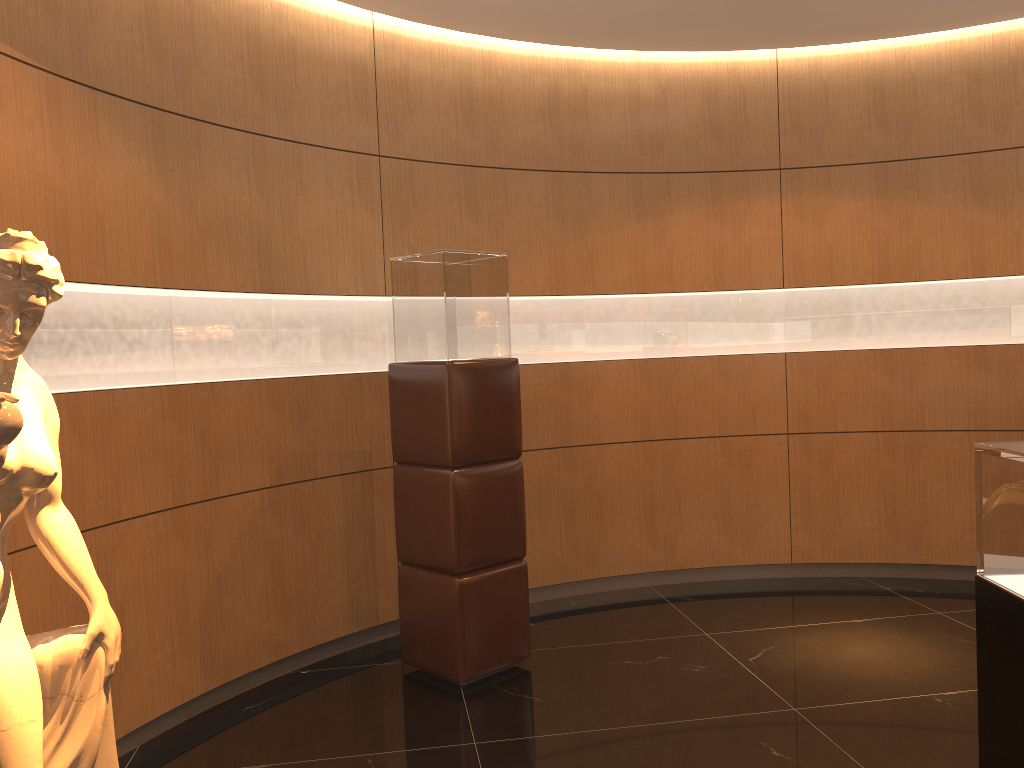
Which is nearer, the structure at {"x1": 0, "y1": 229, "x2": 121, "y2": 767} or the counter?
the structure at {"x1": 0, "y1": 229, "x2": 121, "y2": 767}

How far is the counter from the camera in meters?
2.3

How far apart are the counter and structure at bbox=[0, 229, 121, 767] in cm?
226

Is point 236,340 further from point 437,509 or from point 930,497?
point 930,497

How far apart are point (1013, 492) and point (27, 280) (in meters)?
2.41

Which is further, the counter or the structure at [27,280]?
the counter

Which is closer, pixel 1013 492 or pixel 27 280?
pixel 27 280

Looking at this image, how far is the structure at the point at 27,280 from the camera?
1.9m

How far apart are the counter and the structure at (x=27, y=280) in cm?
226

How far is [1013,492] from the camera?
2.29m
